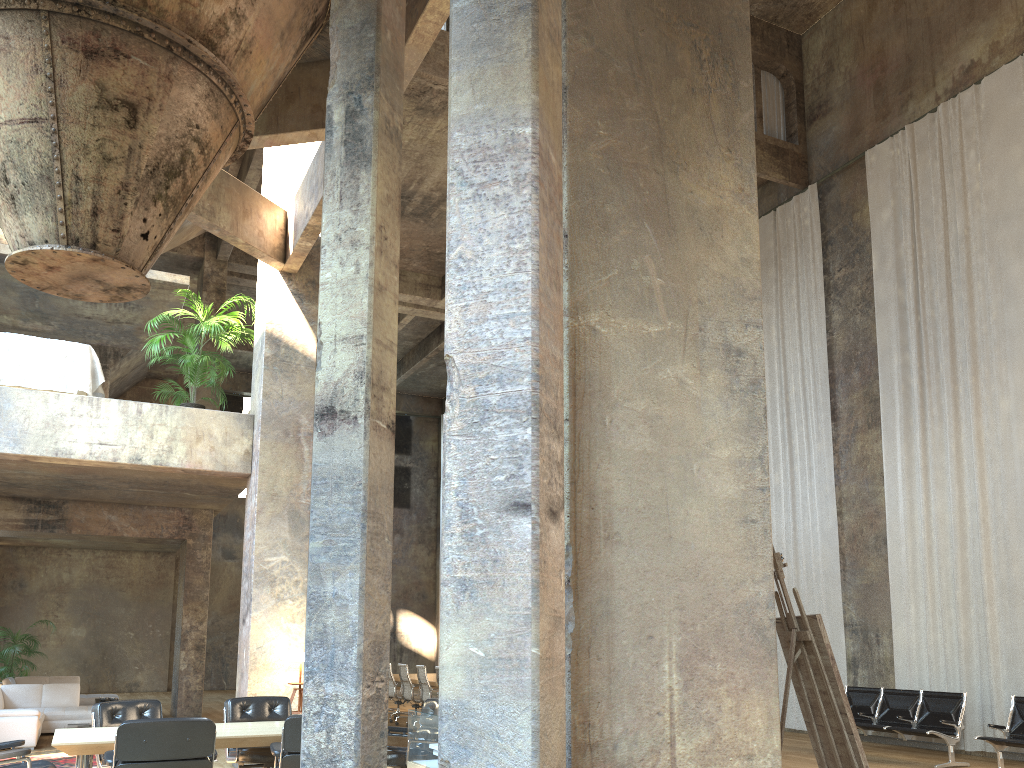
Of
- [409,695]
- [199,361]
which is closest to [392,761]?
[199,361]

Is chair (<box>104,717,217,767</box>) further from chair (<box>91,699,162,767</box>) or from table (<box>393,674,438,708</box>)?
table (<box>393,674,438,708</box>)

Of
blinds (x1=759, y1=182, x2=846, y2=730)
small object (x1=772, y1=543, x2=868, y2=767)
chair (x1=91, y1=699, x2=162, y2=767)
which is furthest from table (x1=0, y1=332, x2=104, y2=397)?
blinds (x1=759, y1=182, x2=846, y2=730)

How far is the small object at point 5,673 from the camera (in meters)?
16.51

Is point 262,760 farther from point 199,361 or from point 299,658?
point 199,361

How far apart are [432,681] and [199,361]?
6.3 meters

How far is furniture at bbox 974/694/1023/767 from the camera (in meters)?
8.86

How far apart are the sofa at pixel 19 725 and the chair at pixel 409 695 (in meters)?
4.67

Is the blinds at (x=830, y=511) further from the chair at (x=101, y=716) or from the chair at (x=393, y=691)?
the chair at (x=101, y=716)

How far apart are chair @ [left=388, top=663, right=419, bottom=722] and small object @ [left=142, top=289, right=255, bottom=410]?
6.5m
